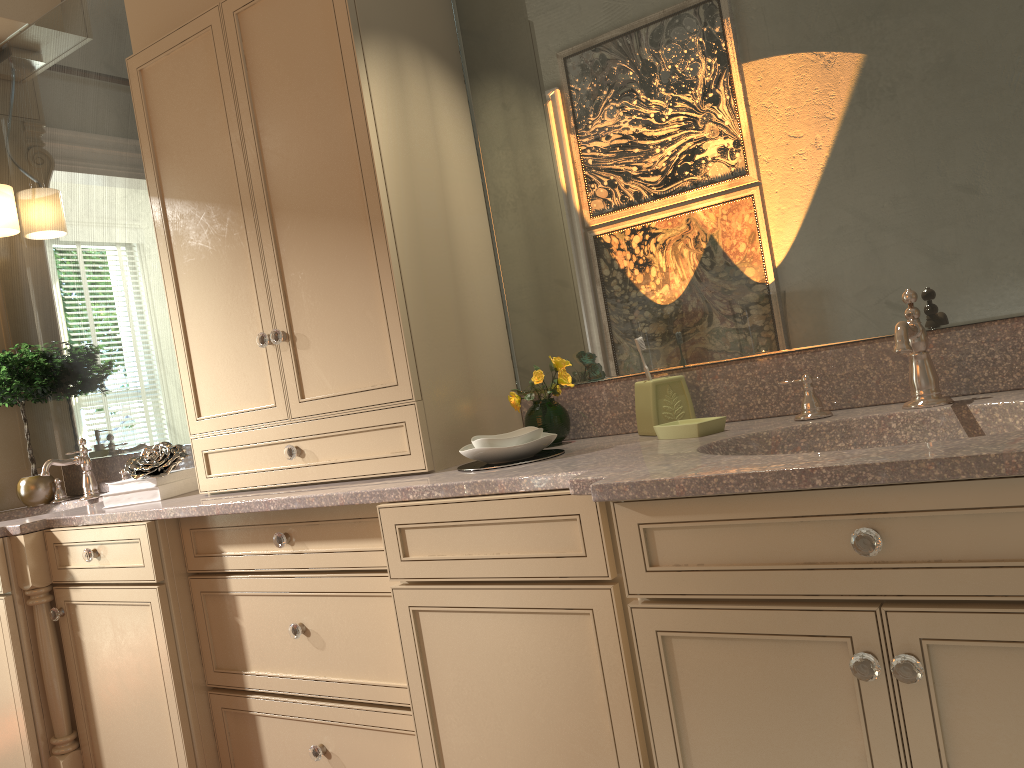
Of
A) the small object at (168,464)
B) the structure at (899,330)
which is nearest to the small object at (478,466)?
the structure at (899,330)

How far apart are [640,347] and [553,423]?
0.3m

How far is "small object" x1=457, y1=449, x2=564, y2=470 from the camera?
1.80m

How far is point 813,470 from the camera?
1.1 meters

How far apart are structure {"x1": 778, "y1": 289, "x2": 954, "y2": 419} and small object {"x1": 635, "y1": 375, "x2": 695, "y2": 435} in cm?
26

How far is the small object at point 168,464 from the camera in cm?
238

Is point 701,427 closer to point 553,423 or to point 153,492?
point 553,423

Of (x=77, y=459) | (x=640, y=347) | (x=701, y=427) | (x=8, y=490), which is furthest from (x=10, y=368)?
(x=701, y=427)

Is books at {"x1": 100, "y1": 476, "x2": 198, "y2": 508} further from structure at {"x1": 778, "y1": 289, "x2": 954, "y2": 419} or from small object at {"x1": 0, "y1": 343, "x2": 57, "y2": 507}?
structure at {"x1": 778, "y1": 289, "x2": 954, "y2": 419}

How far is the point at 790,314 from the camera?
1.8m
